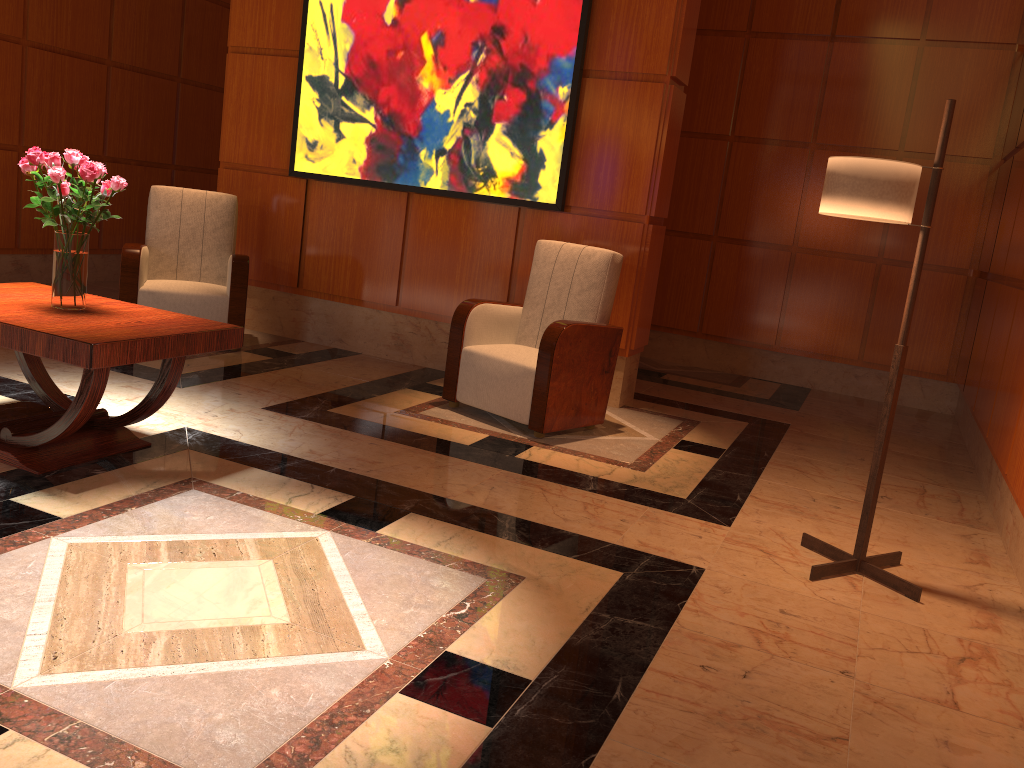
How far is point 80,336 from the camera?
2.9m

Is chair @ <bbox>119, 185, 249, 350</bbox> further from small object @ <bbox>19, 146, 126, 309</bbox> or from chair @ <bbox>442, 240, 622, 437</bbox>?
small object @ <bbox>19, 146, 126, 309</bbox>

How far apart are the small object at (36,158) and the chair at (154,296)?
1.95m

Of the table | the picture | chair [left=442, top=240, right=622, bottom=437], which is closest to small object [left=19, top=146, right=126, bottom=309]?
the table

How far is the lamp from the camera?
2.9m

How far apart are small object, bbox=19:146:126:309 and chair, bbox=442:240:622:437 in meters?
1.9

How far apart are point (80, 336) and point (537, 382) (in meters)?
2.16

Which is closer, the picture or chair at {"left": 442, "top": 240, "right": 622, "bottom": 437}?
chair at {"left": 442, "top": 240, "right": 622, "bottom": 437}

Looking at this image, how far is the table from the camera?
2.9m

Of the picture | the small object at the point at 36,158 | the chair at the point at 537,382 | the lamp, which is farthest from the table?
the picture
